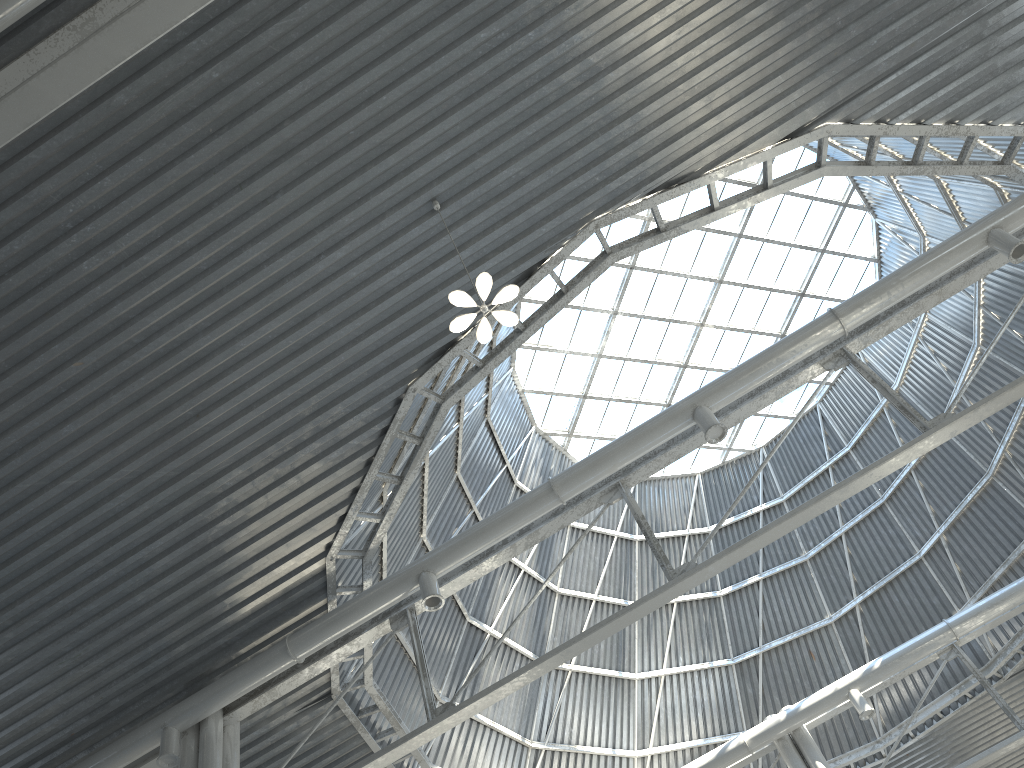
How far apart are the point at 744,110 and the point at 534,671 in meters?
11.3

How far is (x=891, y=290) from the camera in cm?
1808
